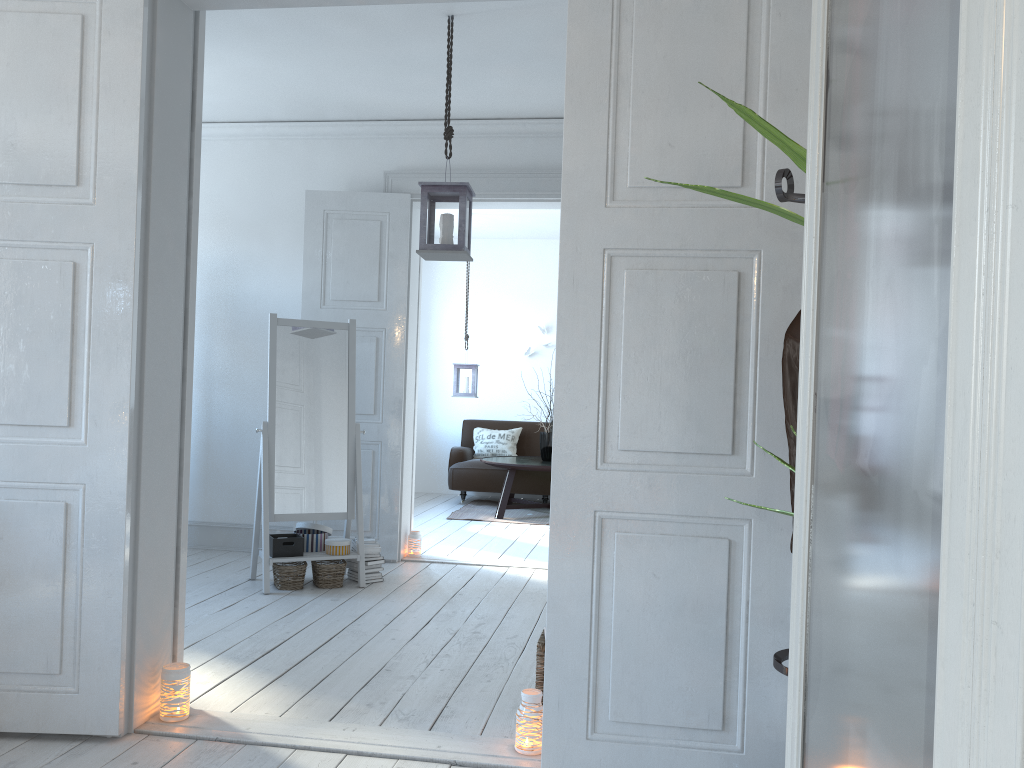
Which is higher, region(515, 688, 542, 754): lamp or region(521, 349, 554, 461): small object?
region(521, 349, 554, 461): small object

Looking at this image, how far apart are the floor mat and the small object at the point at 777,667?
5.6m

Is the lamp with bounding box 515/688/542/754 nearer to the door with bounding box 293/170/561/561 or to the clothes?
the clothes

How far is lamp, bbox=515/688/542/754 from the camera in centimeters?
261cm

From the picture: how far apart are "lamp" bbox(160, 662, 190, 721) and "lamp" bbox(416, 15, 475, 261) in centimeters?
198cm

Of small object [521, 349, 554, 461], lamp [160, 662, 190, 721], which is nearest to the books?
lamp [160, 662, 190, 721]

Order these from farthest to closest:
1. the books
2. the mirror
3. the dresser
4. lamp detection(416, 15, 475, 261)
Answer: the books
the mirror
lamp detection(416, 15, 475, 261)
the dresser

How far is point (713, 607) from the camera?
2.4m

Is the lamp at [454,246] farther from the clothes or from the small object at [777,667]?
the clothes

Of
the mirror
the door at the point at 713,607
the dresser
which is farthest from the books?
the dresser
